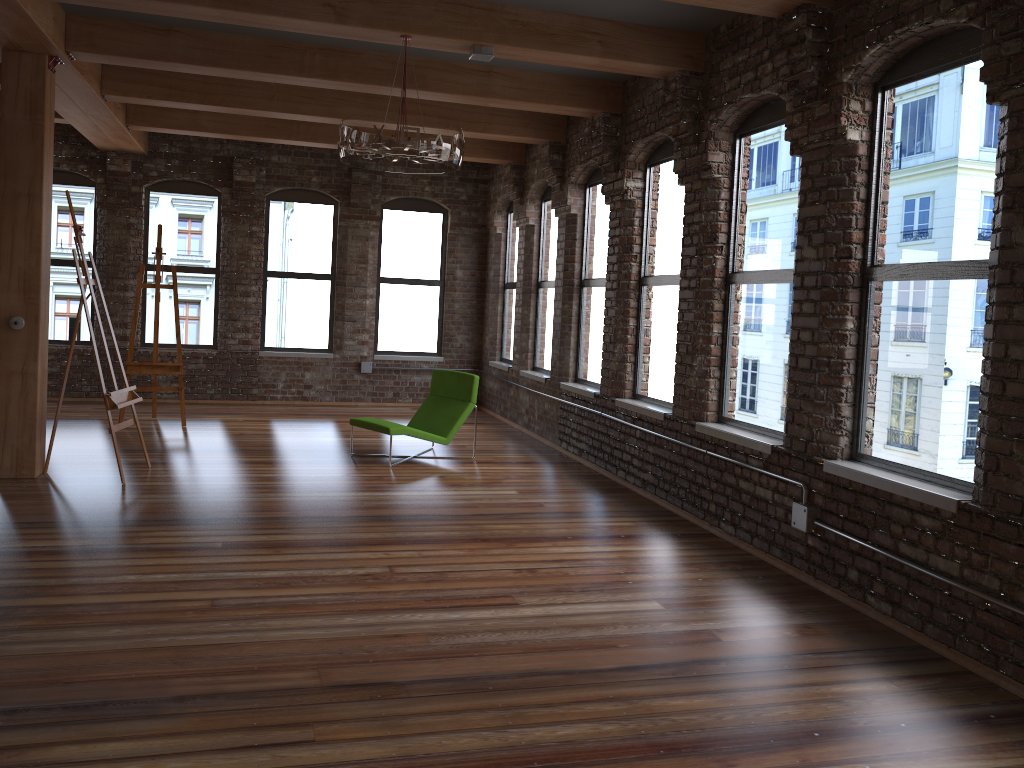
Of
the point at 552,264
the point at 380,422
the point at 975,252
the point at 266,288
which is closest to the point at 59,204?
the point at 266,288

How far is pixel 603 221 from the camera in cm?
849

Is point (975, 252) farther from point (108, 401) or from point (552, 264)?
point (552, 264)

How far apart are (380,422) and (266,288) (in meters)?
4.62

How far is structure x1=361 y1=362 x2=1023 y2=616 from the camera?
3.70m

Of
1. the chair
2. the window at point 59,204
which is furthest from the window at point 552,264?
the window at point 59,204

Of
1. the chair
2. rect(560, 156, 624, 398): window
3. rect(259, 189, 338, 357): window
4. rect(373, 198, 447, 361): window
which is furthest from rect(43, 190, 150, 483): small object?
rect(373, 198, 447, 361): window

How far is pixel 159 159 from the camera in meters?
11.0

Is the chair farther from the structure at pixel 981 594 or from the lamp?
the structure at pixel 981 594

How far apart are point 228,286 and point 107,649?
8.4m
